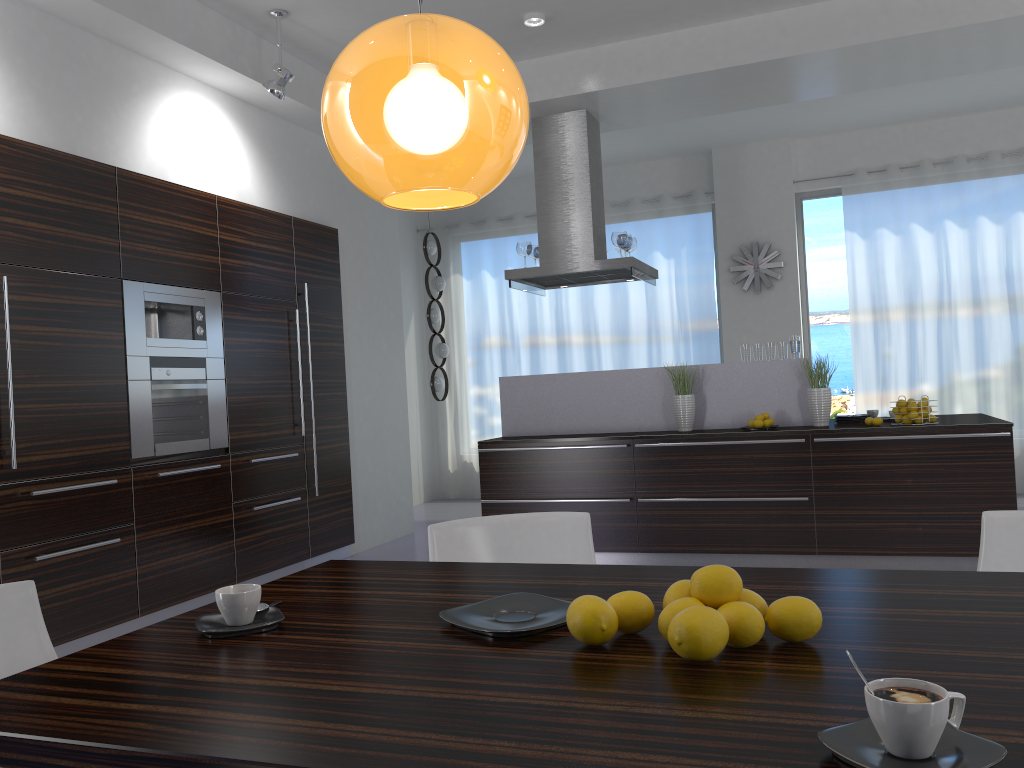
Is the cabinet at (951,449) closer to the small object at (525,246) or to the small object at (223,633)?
the small object at (525,246)

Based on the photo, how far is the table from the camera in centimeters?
102cm

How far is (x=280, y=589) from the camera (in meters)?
1.95

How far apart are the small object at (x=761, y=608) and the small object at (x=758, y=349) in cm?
477

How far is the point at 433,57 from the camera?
1.4 meters

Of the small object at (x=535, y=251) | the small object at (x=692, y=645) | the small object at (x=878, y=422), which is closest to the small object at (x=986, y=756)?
the small object at (x=692, y=645)

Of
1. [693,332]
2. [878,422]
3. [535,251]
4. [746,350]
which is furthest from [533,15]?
[693,332]

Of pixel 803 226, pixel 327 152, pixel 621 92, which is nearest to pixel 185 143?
pixel 327 152

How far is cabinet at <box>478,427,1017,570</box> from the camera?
5.12m

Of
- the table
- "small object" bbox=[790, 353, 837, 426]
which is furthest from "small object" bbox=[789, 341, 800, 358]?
the table
